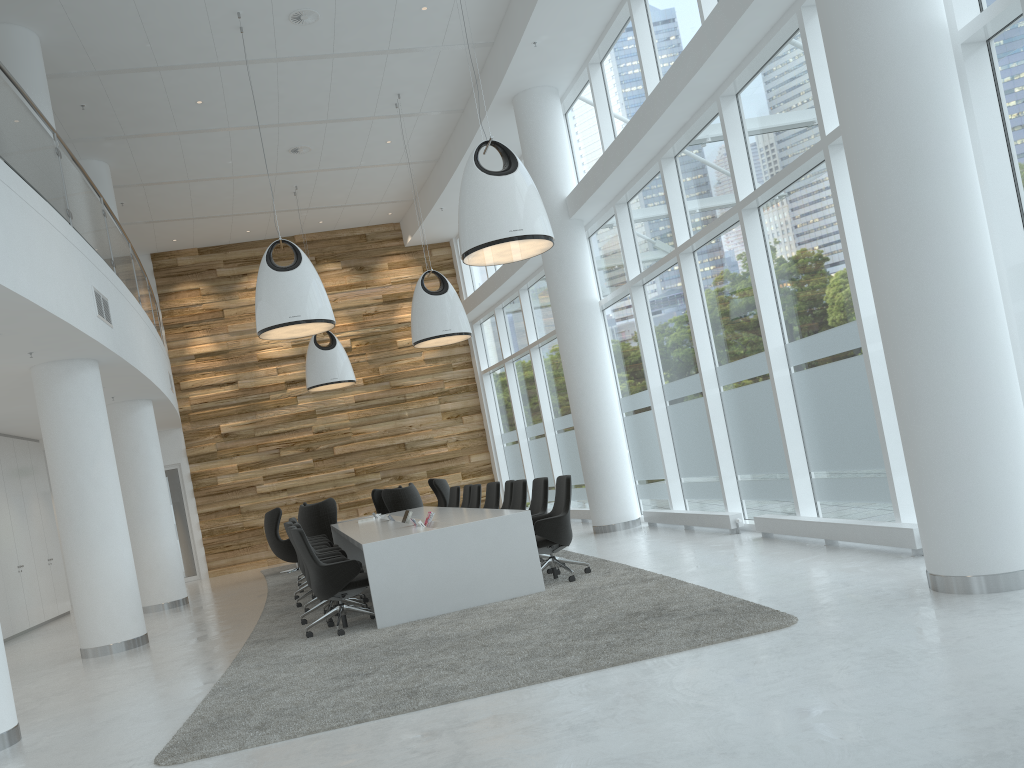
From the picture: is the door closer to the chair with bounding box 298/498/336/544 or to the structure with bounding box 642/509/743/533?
the chair with bounding box 298/498/336/544

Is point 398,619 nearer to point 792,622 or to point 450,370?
point 792,622

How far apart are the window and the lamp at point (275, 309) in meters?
3.9 m

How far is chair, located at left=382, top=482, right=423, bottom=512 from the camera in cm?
1452

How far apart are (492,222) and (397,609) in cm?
346

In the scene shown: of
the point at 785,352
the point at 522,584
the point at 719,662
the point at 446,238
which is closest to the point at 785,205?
the point at 785,352

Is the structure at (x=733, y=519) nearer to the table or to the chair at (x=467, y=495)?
the table

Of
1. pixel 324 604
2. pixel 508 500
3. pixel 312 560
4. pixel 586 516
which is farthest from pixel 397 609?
pixel 586 516

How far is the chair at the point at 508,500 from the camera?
10.7 meters

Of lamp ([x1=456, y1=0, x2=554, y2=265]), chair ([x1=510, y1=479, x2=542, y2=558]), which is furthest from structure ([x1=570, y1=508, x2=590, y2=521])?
lamp ([x1=456, y1=0, x2=554, y2=265])
